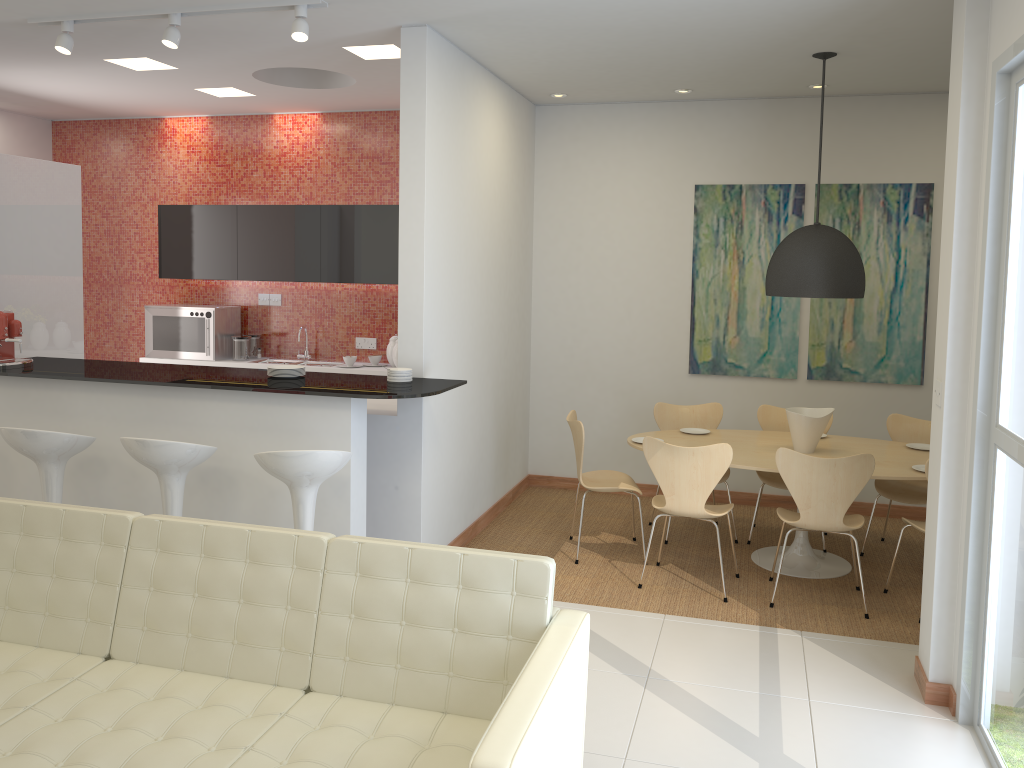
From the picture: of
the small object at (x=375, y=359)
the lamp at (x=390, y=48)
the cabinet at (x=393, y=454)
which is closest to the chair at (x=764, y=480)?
the cabinet at (x=393, y=454)

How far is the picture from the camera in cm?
658

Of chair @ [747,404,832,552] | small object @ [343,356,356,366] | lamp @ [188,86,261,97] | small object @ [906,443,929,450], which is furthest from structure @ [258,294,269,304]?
small object @ [906,443,929,450]

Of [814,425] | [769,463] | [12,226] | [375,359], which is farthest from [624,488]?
[12,226]

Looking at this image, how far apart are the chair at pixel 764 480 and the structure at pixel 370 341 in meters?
3.4 m

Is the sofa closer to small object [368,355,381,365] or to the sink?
small object [368,355,381,365]

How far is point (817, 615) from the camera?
4.9m

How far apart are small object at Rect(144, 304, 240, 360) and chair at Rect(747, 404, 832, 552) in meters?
4.6 m

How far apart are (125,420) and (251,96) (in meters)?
3.32

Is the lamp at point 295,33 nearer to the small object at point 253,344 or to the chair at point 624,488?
the chair at point 624,488
